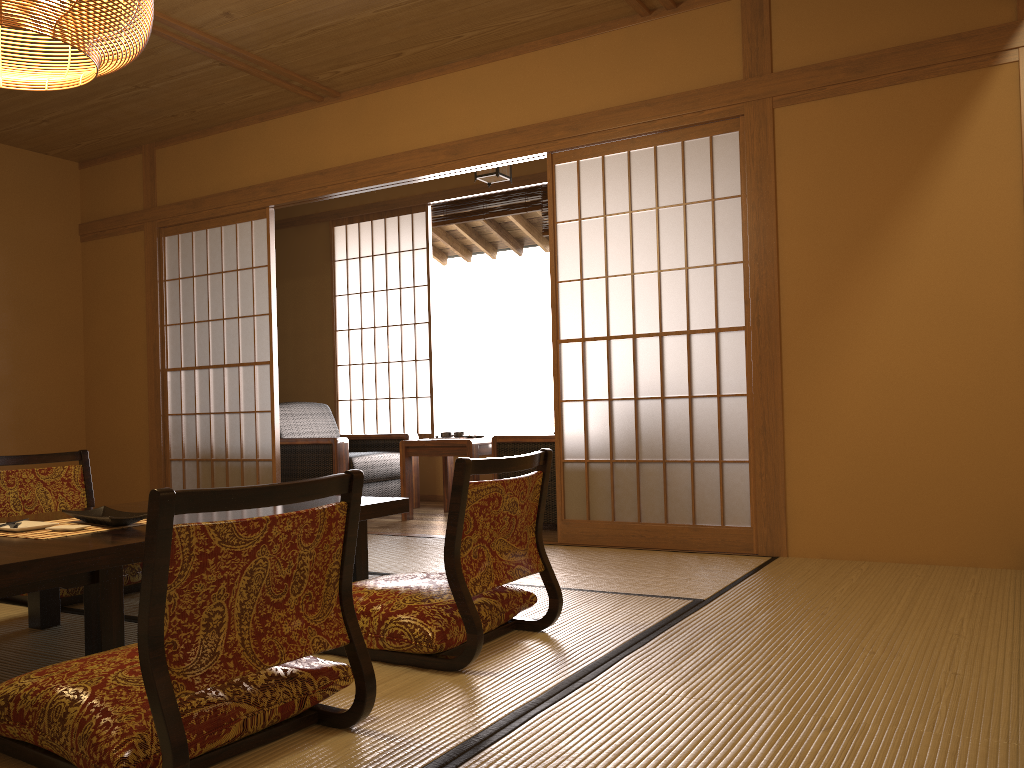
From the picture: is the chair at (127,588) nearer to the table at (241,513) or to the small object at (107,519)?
the table at (241,513)

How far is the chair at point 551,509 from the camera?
4.8m

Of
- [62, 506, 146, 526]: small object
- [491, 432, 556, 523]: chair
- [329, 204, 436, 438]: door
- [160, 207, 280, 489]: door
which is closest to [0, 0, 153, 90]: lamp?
[62, 506, 146, 526]: small object

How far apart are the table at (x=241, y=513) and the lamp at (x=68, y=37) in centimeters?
133cm

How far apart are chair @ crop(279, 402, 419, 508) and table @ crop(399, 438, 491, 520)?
0.33m

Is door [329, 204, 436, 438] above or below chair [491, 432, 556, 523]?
above

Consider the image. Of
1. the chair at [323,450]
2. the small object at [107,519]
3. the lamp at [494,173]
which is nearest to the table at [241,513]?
the small object at [107,519]

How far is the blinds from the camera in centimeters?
644cm

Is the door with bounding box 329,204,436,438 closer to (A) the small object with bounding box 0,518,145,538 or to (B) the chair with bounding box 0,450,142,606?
(B) the chair with bounding box 0,450,142,606

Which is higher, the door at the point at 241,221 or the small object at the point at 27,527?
the door at the point at 241,221
